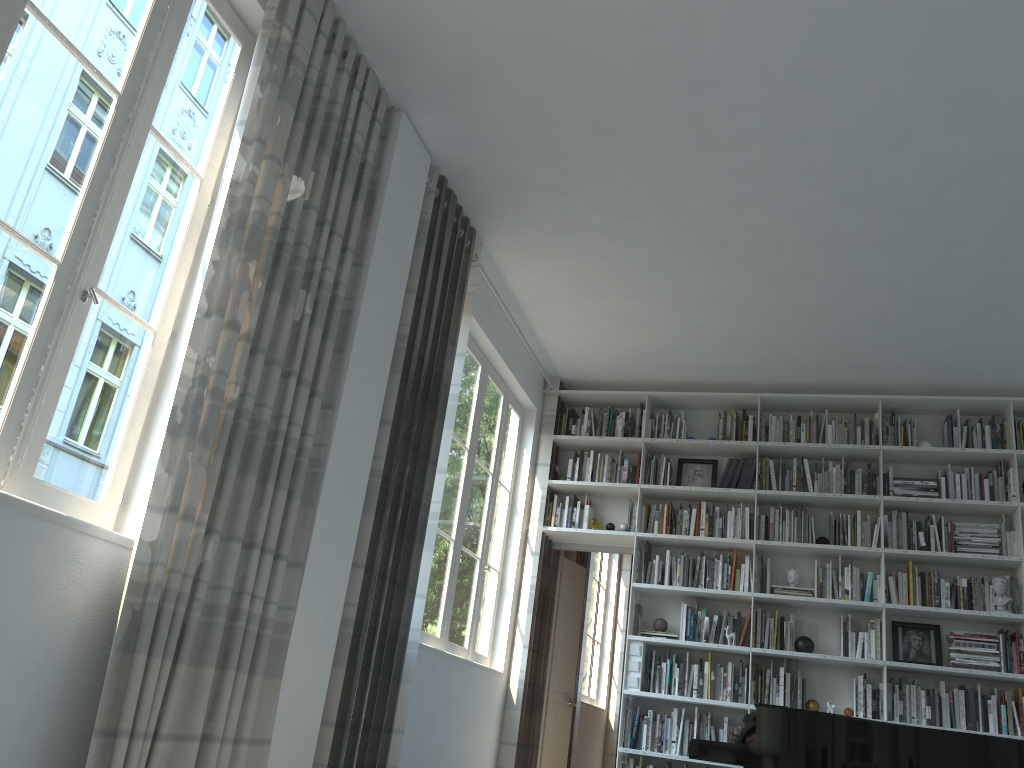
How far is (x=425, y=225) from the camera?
4.5m

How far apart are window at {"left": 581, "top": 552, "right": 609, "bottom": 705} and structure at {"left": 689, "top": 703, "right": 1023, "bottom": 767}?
4.2m

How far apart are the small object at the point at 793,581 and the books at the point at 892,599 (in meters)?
0.61

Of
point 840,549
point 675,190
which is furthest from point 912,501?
point 675,190

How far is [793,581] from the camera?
6.2 meters

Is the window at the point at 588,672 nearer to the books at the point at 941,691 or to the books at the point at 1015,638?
the books at the point at 941,691

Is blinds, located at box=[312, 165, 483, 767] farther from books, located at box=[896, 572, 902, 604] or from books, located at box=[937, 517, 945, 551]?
books, located at box=[937, 517, 945, 551]

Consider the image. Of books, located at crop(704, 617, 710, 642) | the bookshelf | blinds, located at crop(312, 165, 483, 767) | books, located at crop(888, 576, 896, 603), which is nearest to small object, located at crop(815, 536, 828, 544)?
the bookshelf

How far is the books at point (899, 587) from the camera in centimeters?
599cm

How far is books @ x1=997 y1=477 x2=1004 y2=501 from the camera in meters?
6.0
